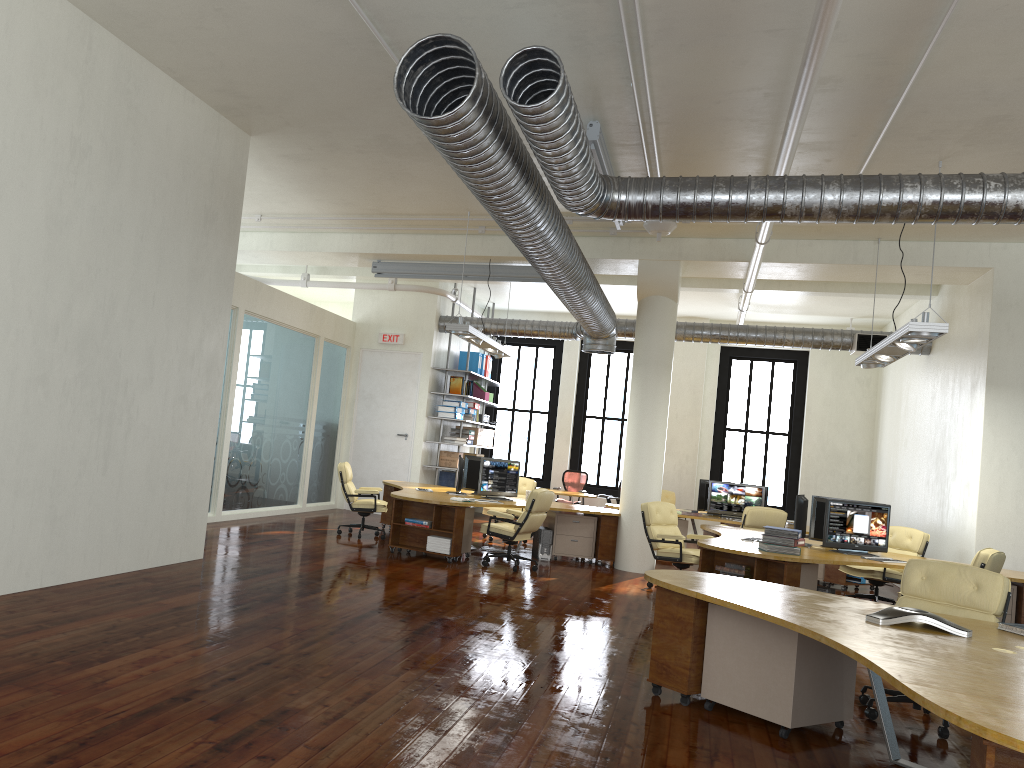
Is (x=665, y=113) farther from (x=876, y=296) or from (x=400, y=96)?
(x=876, y=296)

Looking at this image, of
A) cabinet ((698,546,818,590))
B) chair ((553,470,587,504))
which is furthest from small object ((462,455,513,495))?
chair ((553,470,587,504))

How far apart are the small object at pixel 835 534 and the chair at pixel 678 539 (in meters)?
1.31

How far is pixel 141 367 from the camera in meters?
7.9

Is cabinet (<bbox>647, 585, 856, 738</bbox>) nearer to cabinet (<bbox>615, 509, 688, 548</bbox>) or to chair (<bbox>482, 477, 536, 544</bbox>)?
chair (<bbox>482, 477, 536, 544</bbox>)

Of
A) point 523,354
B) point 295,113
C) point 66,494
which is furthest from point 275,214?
point 523,354

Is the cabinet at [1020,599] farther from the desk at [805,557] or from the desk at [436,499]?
the desk at [436,499]

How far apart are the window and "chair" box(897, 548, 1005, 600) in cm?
965

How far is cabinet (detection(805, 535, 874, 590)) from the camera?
12.1m

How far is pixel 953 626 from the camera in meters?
4.6
